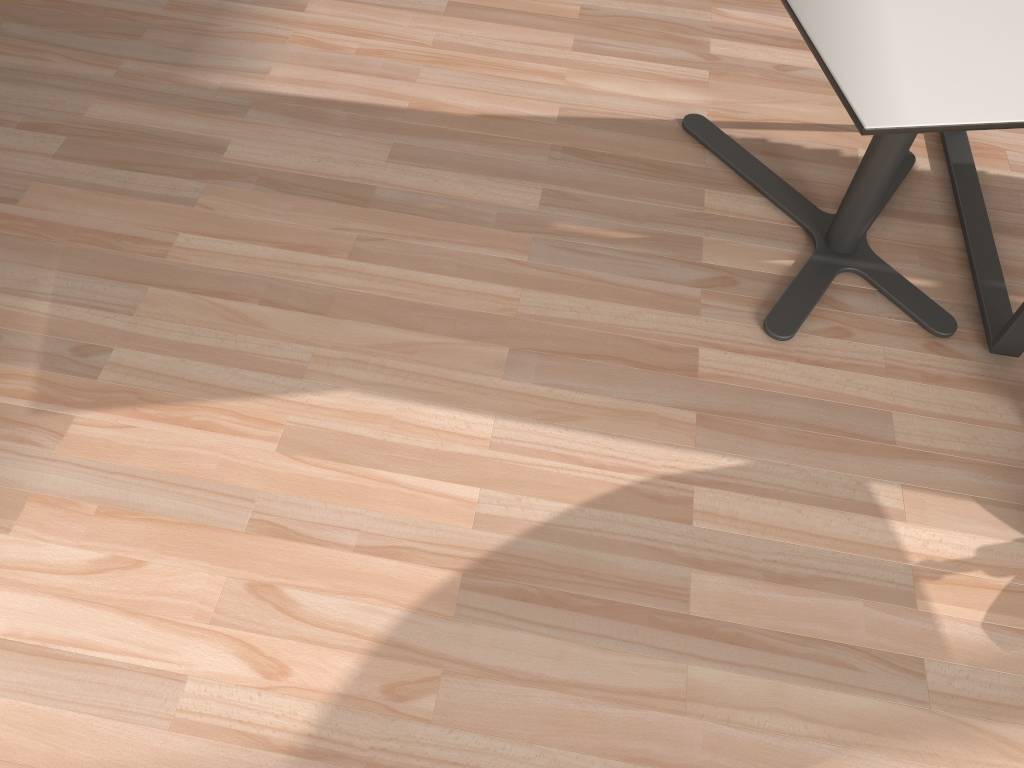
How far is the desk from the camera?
2.0 meters

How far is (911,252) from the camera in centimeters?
217cm

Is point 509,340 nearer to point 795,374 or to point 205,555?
point 795,374

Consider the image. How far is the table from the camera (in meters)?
1.41

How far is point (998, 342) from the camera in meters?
2.0

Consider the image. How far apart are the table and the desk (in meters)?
0.08

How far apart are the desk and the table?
0.08m

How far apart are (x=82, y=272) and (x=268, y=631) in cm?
97

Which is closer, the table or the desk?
the table
